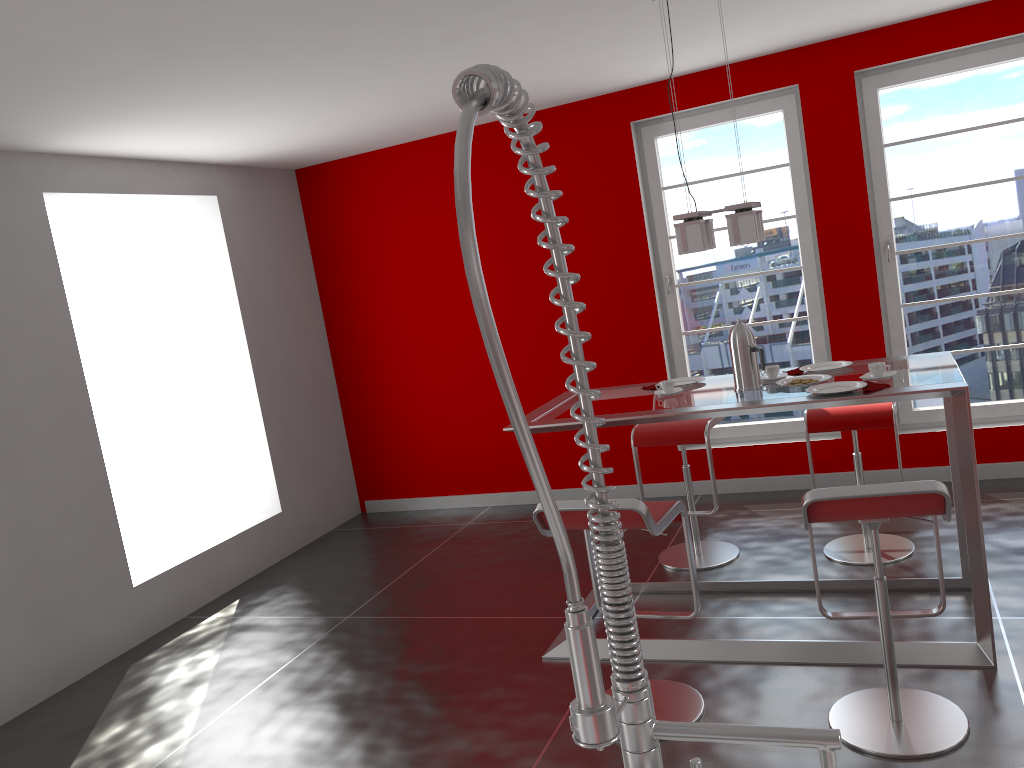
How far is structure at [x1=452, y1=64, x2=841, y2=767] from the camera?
0.7 meters

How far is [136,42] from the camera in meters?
3.0 m

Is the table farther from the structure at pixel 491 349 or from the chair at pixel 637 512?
the structure at pixel 491 349

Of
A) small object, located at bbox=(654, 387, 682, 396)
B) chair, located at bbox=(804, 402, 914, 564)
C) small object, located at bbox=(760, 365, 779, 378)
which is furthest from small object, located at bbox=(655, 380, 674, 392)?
chair, located at bbox=(804, 402, 914, 564)

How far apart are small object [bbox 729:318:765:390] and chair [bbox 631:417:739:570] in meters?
0.8 m

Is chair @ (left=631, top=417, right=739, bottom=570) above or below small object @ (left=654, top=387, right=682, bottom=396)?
below

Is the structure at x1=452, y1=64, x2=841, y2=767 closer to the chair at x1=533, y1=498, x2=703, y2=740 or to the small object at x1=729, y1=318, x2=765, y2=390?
the chair at x1=533, y1=498, x2=703, y2=740

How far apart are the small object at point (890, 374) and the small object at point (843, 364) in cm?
37

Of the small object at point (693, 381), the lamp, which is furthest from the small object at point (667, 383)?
the lamp

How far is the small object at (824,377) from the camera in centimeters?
349cm
